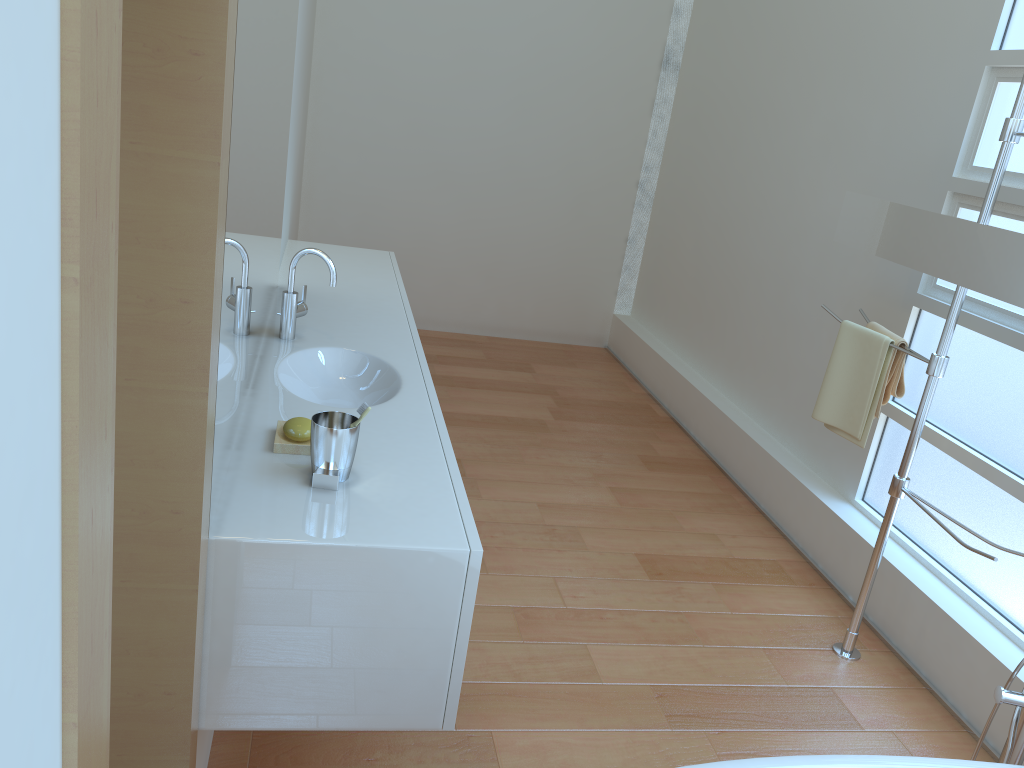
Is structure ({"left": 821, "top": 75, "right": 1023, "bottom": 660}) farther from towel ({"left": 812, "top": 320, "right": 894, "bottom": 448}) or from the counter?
the counter

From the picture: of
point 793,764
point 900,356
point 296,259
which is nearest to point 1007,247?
point 900,356

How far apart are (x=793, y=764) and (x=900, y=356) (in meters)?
1.56

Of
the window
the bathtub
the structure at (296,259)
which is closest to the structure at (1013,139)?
the window

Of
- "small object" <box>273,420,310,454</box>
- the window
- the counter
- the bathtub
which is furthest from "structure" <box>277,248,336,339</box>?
the window

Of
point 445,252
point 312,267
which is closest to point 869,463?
point 312,267

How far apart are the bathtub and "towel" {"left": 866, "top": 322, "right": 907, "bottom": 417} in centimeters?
111cm

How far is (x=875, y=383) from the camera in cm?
273

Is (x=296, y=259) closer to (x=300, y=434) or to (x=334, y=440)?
(x=300, y=434)

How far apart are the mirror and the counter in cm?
144
